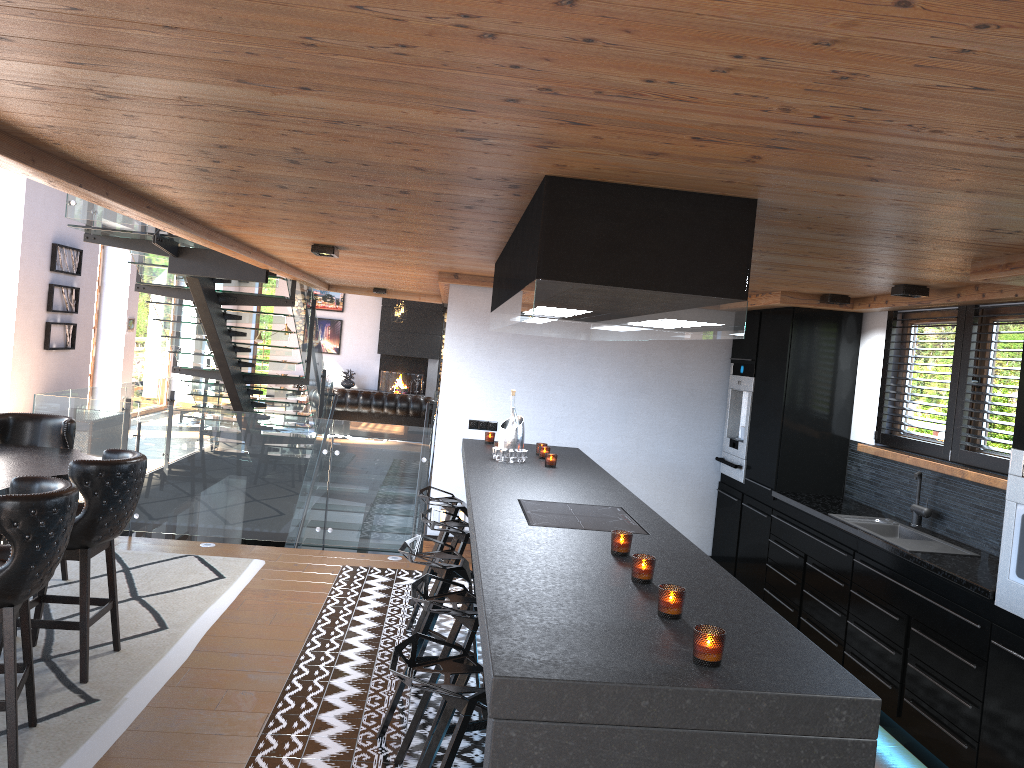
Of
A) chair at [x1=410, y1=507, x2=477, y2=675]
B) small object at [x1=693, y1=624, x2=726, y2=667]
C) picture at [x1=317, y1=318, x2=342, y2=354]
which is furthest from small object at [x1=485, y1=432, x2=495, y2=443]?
picture at [x1=317, y1=318, x2=342, y2=354]

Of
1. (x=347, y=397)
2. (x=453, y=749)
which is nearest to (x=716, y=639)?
(x=453, y=749)

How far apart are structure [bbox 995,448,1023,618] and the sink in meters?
0.8

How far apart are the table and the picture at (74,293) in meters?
6.4

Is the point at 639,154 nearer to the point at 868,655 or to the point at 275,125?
the point at 275,125

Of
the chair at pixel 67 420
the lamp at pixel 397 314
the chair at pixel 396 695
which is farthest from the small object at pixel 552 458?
the lamp at pixel 397 314

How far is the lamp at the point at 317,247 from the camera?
5.9 meters

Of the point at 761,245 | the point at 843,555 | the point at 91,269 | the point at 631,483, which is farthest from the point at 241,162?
the point at 91,269

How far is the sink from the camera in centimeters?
462cm

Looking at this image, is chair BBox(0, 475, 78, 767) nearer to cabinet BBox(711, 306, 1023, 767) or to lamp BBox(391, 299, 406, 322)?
cabinet BBox(711, 306, 1023, 767)
